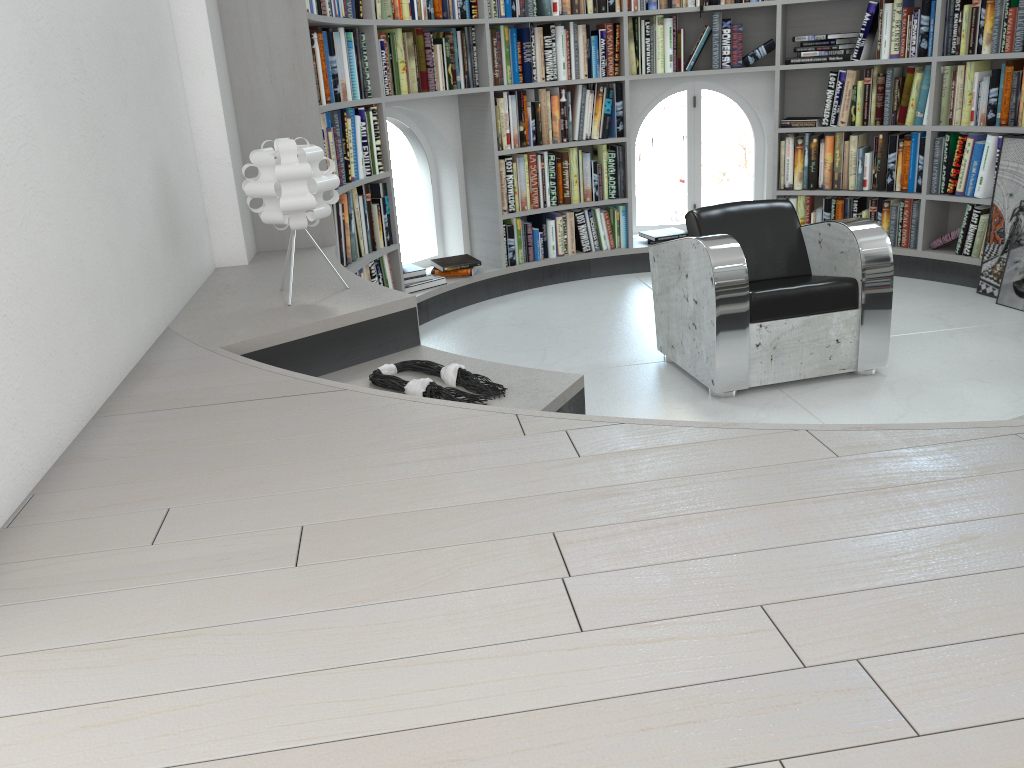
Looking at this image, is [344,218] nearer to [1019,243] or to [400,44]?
[400,44]

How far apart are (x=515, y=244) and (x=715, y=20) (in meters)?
1.84

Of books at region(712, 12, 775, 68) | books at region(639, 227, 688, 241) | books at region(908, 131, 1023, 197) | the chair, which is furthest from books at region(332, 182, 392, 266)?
books at region(908, 131, 1023, 197)

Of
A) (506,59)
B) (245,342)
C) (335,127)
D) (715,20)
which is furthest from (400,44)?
(245,342)

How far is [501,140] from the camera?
5.40m

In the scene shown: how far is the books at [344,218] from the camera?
4.3 meters

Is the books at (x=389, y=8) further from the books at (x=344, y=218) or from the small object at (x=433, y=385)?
the small object at (x=433, y=385)

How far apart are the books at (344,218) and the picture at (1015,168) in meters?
3.3 m

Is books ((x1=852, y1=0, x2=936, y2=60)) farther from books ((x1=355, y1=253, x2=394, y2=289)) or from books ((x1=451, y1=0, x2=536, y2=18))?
books ((x1=355, y1=253, x2=394, y2=289))

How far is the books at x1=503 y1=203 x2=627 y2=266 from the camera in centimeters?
565cm
